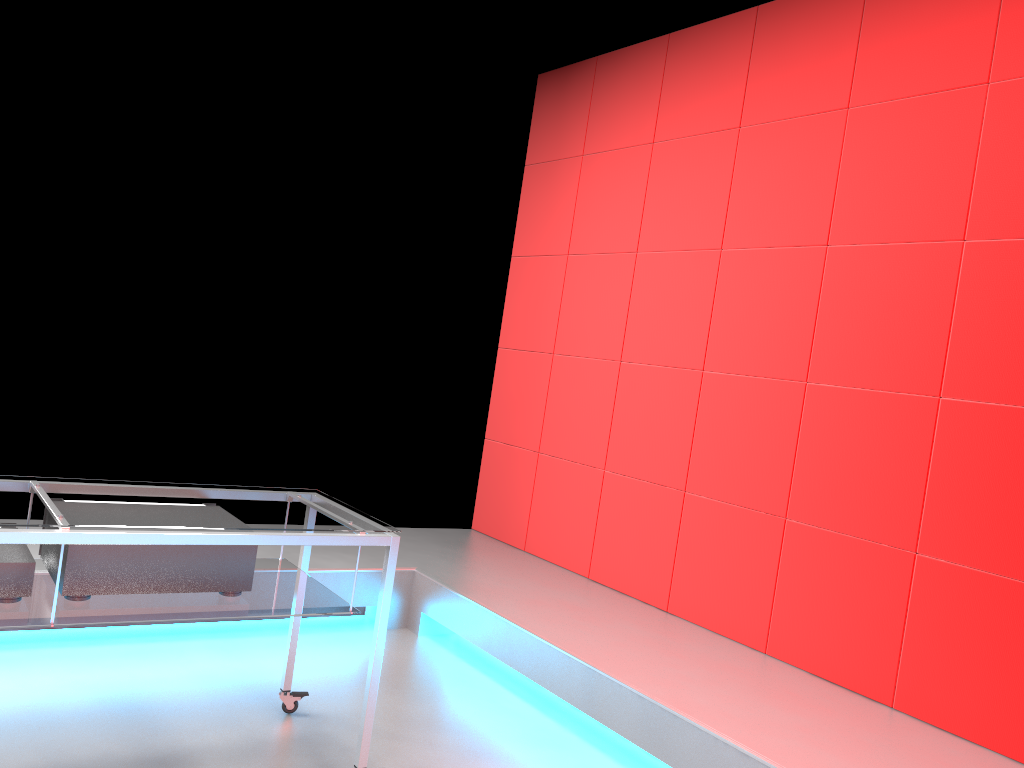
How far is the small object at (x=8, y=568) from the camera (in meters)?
1.90

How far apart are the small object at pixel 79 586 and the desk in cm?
2

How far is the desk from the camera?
1.88m

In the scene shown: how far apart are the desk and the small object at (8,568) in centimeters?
1cm

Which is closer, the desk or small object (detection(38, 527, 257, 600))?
the desk

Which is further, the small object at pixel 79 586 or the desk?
the small object at pixel 79 586

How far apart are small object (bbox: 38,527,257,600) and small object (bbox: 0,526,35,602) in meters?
0.1

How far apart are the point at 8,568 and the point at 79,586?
0.2 meters

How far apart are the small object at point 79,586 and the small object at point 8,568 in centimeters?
7cm

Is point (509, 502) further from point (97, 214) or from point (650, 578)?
point (97, 214)
